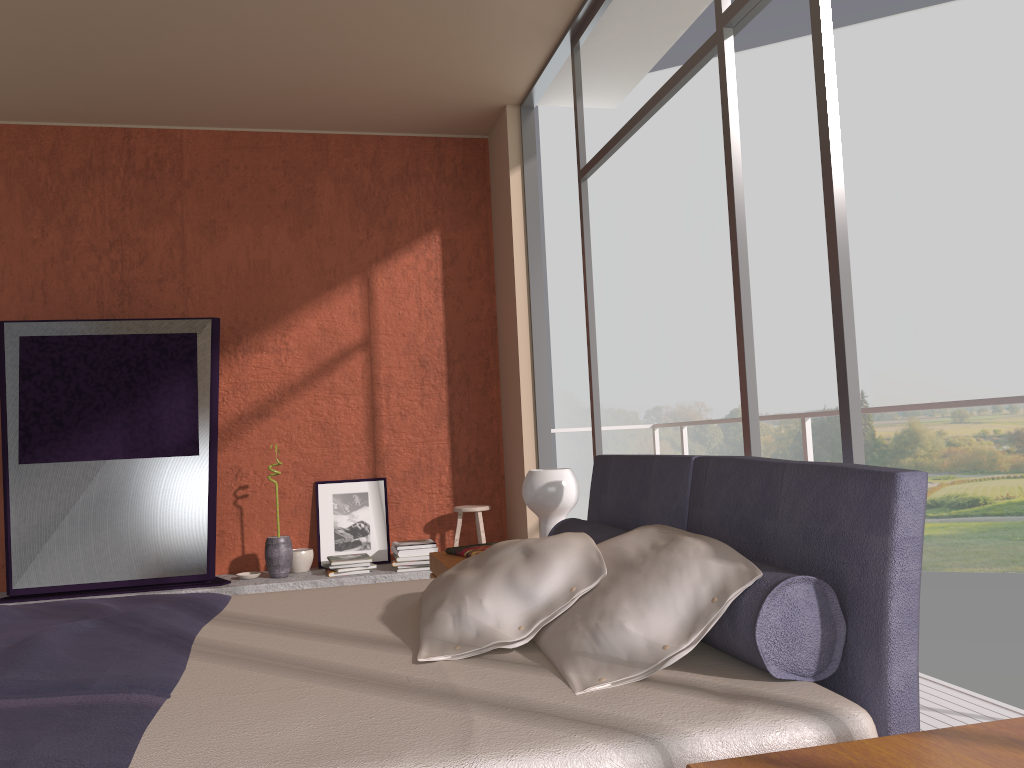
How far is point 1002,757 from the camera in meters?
1.2 m

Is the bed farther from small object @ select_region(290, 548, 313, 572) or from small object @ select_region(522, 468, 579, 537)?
Answer: small object @ select_region(290, 548, 313, 572)

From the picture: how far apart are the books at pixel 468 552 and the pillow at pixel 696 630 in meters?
1.5 m

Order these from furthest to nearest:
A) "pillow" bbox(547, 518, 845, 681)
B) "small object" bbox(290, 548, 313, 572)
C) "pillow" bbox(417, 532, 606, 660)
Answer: "small object" bbox(290, 548, 313, 572), "pillow" bbox(417, 532, 606, 660), "pillow" bbox(547, 518, 845, 681)

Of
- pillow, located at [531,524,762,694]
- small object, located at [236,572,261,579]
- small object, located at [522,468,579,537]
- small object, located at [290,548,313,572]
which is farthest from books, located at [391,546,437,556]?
pillow, located at [531,524,762,694]

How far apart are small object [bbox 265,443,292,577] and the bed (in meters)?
2.56

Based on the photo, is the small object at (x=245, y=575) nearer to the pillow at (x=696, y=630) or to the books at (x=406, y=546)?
the books at (x=406, y=546)

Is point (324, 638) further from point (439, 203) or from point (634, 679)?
point (439, 203)

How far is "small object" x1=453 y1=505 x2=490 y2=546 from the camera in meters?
5.6

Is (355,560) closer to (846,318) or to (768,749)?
(846,318)
